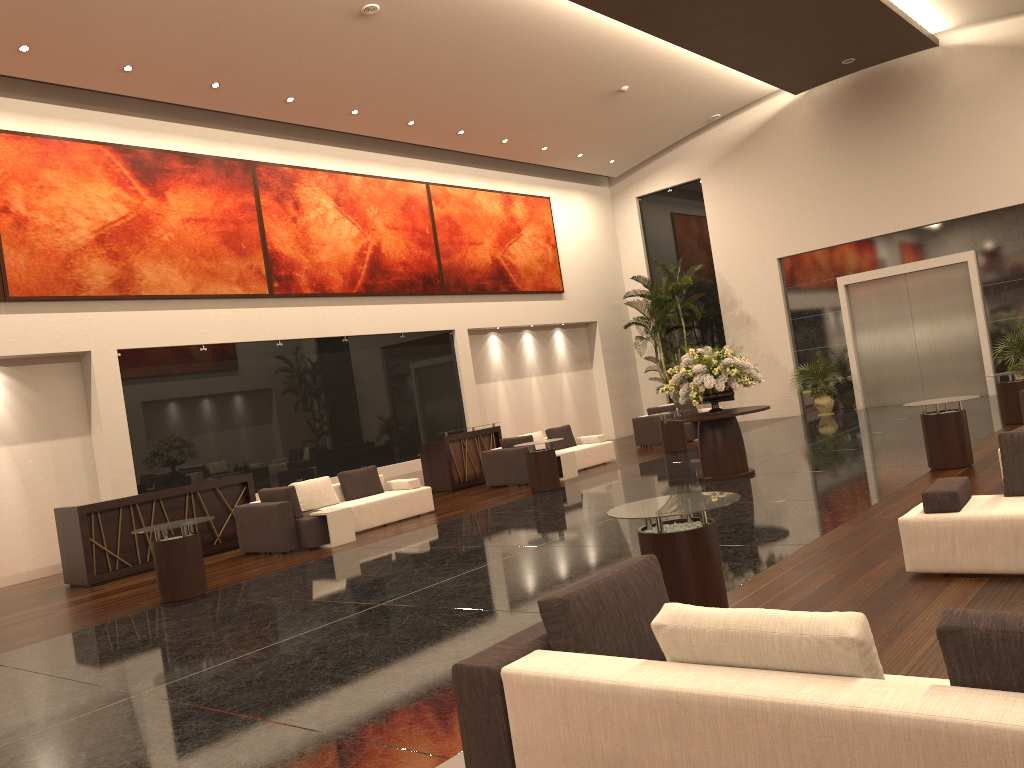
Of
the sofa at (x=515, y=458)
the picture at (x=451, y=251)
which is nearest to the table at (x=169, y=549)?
the sofa at (x=515, y=458)

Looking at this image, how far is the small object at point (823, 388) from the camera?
21.2m

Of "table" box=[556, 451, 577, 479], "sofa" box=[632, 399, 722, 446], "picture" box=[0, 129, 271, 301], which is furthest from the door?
"picture" box=[0, 129, 271, 301]

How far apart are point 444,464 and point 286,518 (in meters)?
5.19

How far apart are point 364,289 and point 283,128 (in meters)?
3.41

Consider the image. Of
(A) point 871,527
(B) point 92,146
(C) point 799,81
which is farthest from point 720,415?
(C) point 799,81

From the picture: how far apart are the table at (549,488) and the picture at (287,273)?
5.6m

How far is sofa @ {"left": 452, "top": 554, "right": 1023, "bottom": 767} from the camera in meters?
2.3

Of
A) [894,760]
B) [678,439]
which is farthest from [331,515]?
[894,760]

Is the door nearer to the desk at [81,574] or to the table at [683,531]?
the desk at [81,574]
